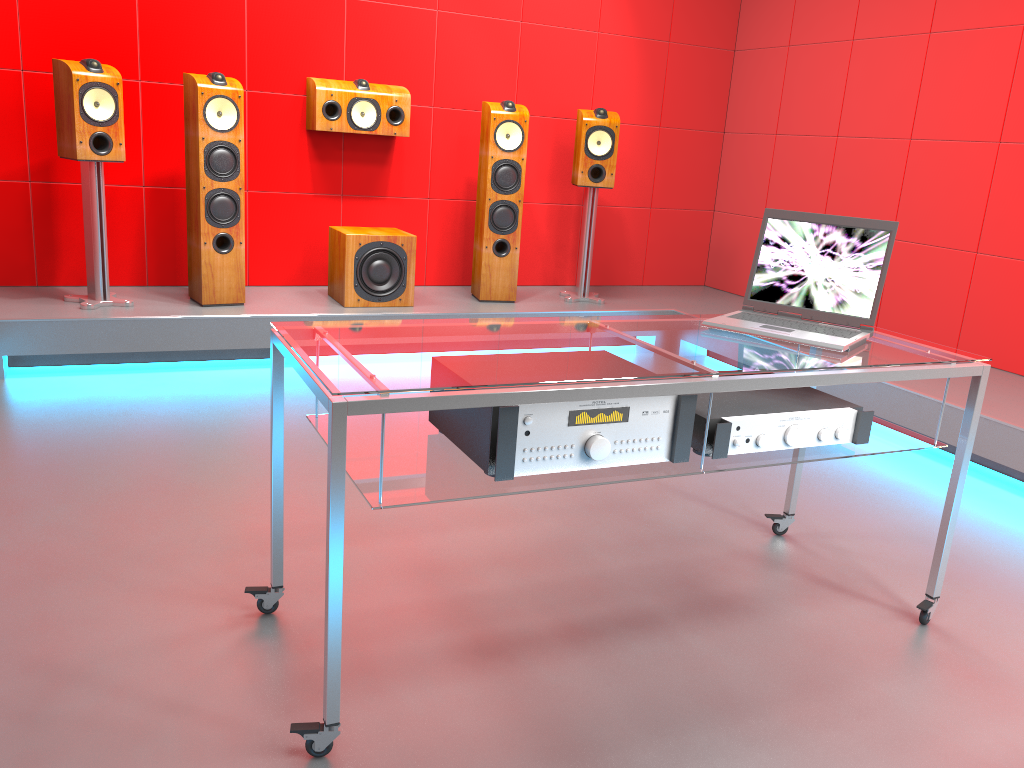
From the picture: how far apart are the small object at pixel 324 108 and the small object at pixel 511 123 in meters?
0.4 m

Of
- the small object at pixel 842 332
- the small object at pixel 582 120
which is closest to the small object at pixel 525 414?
the small object at pixel 842 332

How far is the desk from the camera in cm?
151

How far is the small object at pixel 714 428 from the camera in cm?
185

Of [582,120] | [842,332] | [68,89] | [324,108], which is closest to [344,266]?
[324,108]

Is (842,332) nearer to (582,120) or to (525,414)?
(525,414)

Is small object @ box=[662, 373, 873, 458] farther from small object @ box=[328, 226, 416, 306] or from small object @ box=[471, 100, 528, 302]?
small object @ box=[471, 100, 528, 302]

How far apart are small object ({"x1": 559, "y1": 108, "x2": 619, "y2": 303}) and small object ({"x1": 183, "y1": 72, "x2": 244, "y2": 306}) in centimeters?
178cm

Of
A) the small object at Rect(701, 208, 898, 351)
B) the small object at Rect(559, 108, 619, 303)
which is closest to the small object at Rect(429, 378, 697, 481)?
the small object at Rect(701, 208, 898, 351)

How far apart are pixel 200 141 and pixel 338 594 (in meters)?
3.03
